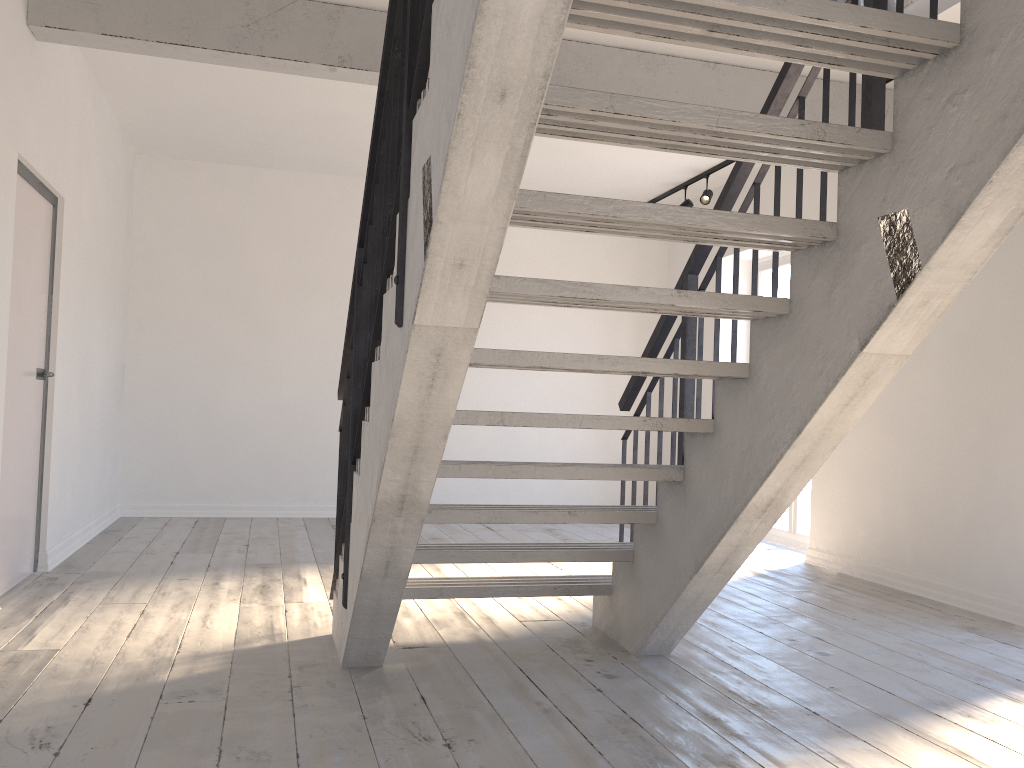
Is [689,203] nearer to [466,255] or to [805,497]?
[805,497]

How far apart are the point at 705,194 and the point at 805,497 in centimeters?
251cm

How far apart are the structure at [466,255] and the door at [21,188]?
0.62m

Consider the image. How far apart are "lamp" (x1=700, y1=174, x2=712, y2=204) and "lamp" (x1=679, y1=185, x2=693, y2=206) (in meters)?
0.32

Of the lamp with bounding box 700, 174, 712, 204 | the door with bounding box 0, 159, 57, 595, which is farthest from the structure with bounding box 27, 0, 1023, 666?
the lamp with bounding box 700, 174, 712, 204

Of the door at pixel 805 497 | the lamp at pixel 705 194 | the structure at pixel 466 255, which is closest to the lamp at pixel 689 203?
the lamp at pixel 705 194

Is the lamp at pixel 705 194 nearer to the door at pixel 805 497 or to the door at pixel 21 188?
the door at pixel 805 497

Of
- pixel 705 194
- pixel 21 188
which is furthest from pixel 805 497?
pixel 21 188

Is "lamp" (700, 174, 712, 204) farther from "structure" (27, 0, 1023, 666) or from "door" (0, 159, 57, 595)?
"door" (0, 159, 57, 595)

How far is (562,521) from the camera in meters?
3.3 m
